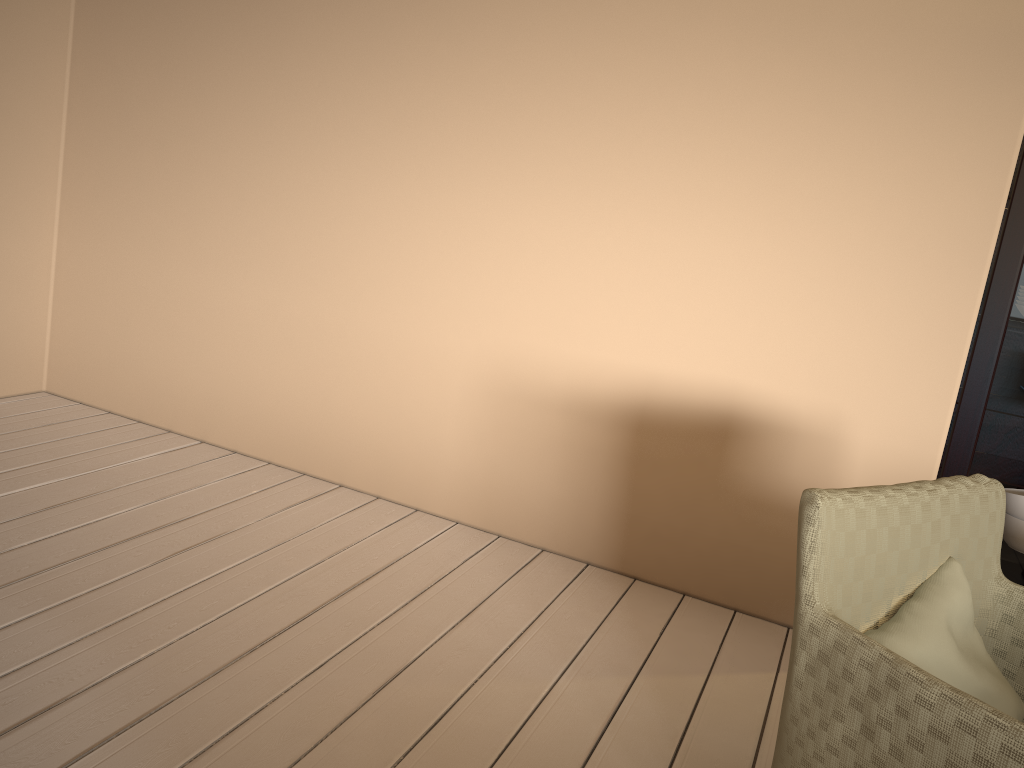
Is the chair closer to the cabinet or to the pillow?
the pillow

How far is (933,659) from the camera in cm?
138

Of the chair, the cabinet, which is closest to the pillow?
the chair

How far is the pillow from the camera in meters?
1.4 m

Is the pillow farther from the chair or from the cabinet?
the cabinet

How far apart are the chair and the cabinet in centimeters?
84cm

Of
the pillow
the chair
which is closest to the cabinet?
the chair

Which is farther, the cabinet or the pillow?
the cabinet

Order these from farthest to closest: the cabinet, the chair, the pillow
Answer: the cabinet
the pillow
the chair

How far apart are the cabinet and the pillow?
1.00m
